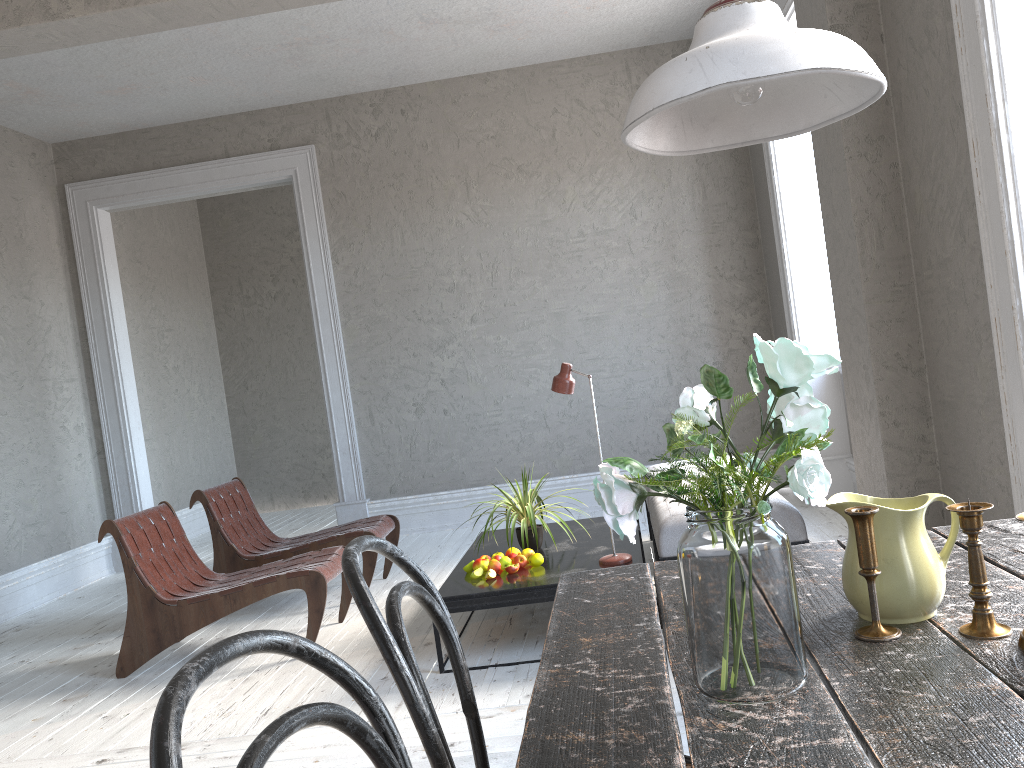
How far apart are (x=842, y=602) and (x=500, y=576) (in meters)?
2.46

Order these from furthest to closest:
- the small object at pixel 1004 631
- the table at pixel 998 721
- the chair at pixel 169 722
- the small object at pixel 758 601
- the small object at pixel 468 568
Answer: the small object at pixel 468 568 → the small object at pixel 1004 631 → the small object at pixel 758 601 → the table at pixel 998 721 → the chair at pixel 169 722

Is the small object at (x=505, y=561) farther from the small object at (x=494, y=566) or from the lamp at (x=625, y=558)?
the lamp at (x=625, y=558)

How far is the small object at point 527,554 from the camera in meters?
3.8

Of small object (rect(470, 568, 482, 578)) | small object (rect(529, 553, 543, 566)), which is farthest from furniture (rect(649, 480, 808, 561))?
small object (rect(470, 568, 482, 578))

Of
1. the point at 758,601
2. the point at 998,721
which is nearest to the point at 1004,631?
the point at 998,721

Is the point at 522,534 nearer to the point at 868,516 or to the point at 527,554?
the point at 527,554

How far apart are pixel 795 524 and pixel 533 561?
1.1 meters

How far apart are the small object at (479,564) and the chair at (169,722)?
2.7 meters

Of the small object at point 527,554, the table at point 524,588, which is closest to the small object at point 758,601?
the table at point 524,588
